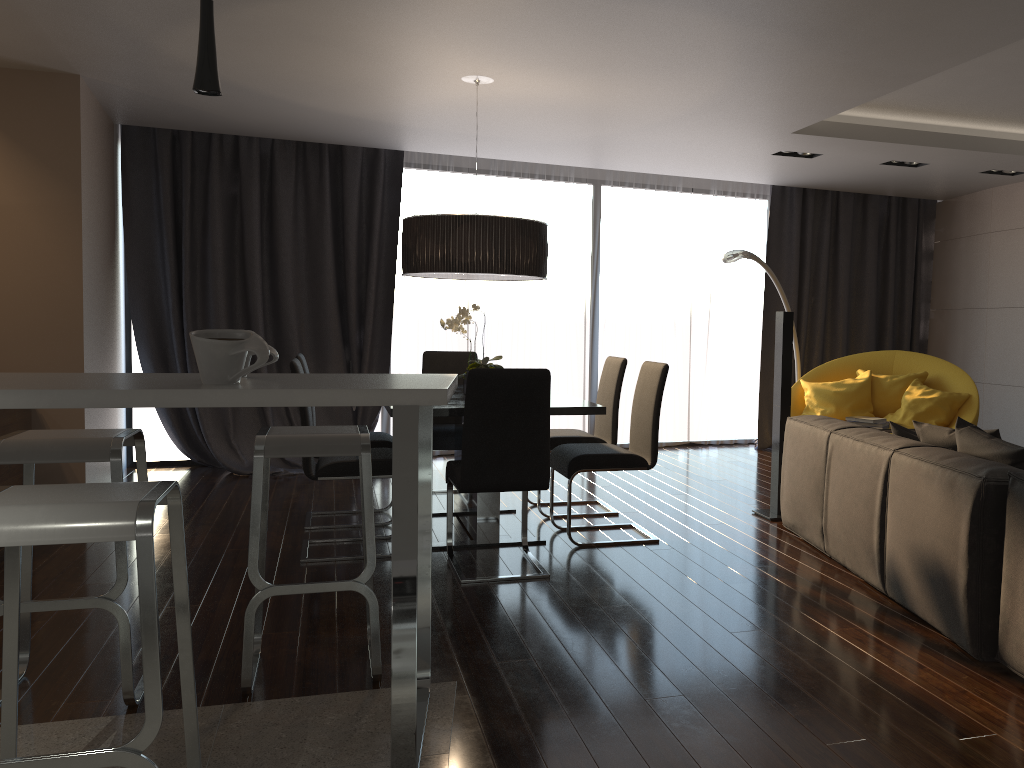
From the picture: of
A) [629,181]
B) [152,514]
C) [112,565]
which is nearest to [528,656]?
[152,514]

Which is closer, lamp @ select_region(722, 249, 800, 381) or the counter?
the counter

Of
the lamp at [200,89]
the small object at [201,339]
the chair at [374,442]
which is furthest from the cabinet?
the chair at [374,442]

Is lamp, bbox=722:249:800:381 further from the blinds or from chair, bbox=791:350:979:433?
the blinds

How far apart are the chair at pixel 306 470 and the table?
0.3 meters

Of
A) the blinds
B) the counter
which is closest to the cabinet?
the counter

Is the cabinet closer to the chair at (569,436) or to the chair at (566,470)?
the chair at (566,470)

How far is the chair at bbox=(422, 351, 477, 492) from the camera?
5.6m

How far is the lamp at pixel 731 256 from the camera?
6.6 meters

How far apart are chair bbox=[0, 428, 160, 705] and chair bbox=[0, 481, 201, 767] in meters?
0.6 m
